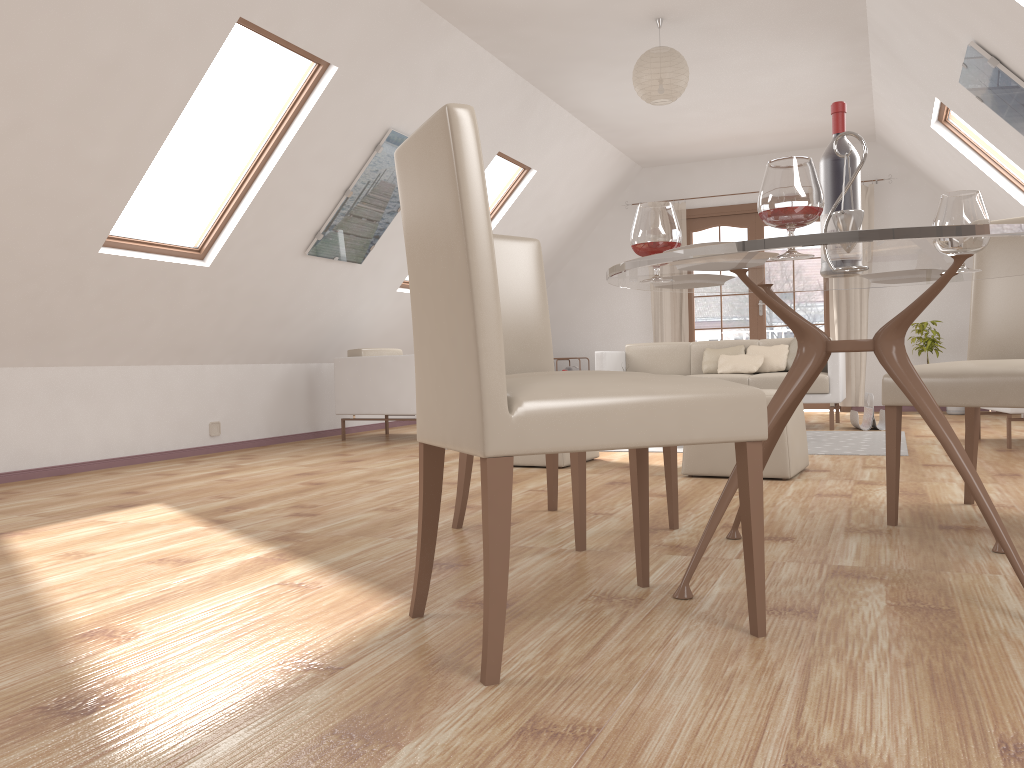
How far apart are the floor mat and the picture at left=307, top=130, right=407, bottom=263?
3.2m

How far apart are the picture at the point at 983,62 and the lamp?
1.49m

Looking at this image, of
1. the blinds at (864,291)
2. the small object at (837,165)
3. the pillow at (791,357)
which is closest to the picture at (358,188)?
the pillow at (791,357)

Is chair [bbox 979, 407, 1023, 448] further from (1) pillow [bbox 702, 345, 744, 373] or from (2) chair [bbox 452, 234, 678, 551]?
(2) chair [bbox 452, 234, 678, 551]

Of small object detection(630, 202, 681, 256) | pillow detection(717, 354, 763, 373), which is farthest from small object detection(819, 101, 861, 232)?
pillow detection(717, 354, 763, 373)

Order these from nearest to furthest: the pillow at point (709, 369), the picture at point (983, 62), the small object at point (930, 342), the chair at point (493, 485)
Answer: the chair at point (493, 485), the picture at point (983, 62), the pillow at point (709, 369), the small object at point (930, 342)

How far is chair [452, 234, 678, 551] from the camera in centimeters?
283cm

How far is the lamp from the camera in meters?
5.2

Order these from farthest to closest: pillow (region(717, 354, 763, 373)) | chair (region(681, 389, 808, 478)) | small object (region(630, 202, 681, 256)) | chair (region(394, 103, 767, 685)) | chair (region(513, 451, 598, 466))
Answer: pillow (region(717, 354, 763, 373)), chair (region(513, 451, 598, 466)), chair (region(681, 389, 808, 478)), small object (region(630, 202, 681, 256)), chair (region(394, 103, 767, 685))

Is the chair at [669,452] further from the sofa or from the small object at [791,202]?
the sofa
